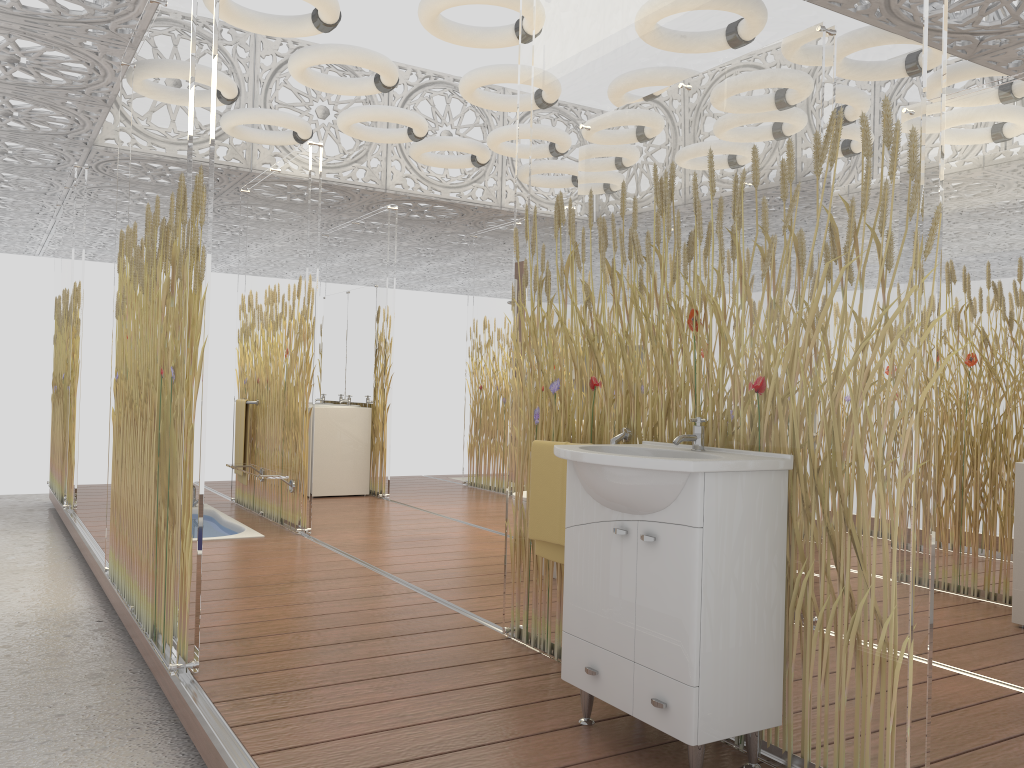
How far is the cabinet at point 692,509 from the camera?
2.2m

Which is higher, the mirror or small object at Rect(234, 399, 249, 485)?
the mirror

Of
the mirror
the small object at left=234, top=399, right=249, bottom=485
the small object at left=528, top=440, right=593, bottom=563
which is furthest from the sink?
the mirror

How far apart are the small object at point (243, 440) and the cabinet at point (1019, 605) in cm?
511

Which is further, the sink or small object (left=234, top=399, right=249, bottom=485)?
small object (left=234, top=399, right=249, bottom=485)

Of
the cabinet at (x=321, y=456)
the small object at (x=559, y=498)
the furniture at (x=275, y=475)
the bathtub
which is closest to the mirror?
the cabinet at (x=321, y=456)

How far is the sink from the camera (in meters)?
2.19

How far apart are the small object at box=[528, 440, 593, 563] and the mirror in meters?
5.1

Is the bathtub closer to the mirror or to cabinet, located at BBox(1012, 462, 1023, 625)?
the mirror

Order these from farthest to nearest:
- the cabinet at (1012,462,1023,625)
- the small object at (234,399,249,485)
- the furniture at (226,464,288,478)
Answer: the small object at (234,399,249,485) < the furniture at (226,464,288,478) < the cabinet at (1012,462,1023,625)
